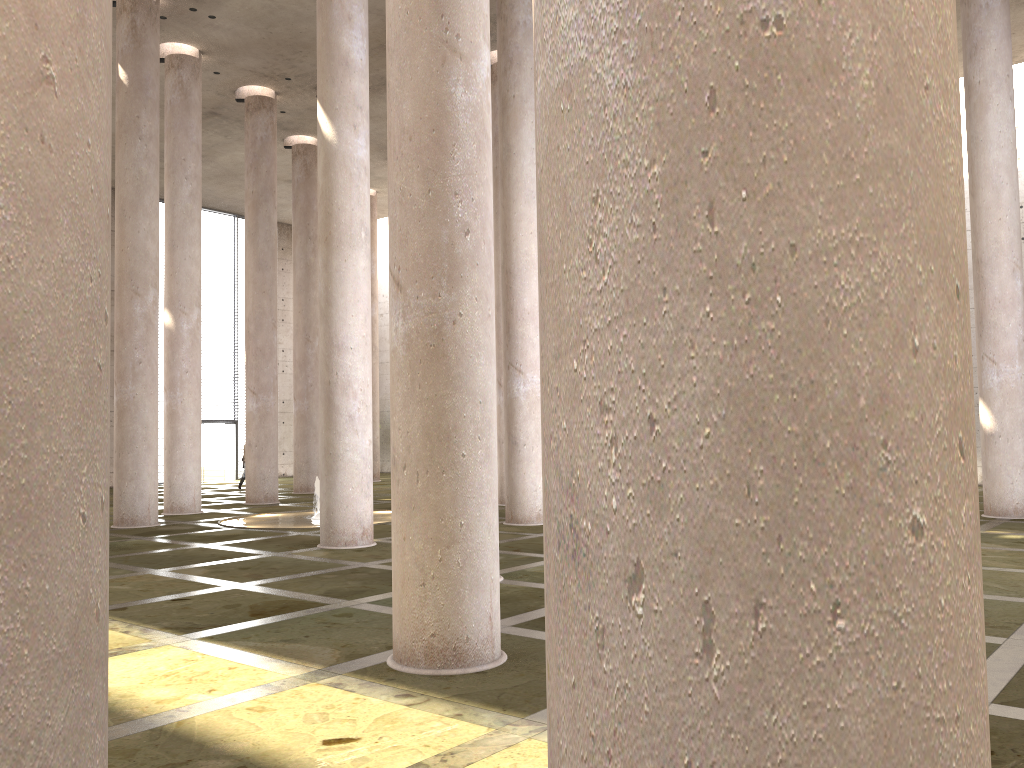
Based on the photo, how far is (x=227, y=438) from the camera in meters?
34.1

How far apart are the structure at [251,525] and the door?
16.14m

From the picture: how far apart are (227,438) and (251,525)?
18.40m

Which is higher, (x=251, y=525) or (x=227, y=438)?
(x=227, y=438)

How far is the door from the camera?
34.13m

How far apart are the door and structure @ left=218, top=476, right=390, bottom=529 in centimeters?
1614cm

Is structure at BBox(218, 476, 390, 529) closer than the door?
Yes

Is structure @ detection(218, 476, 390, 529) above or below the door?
below

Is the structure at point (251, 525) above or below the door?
below

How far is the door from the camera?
34.1 meters
